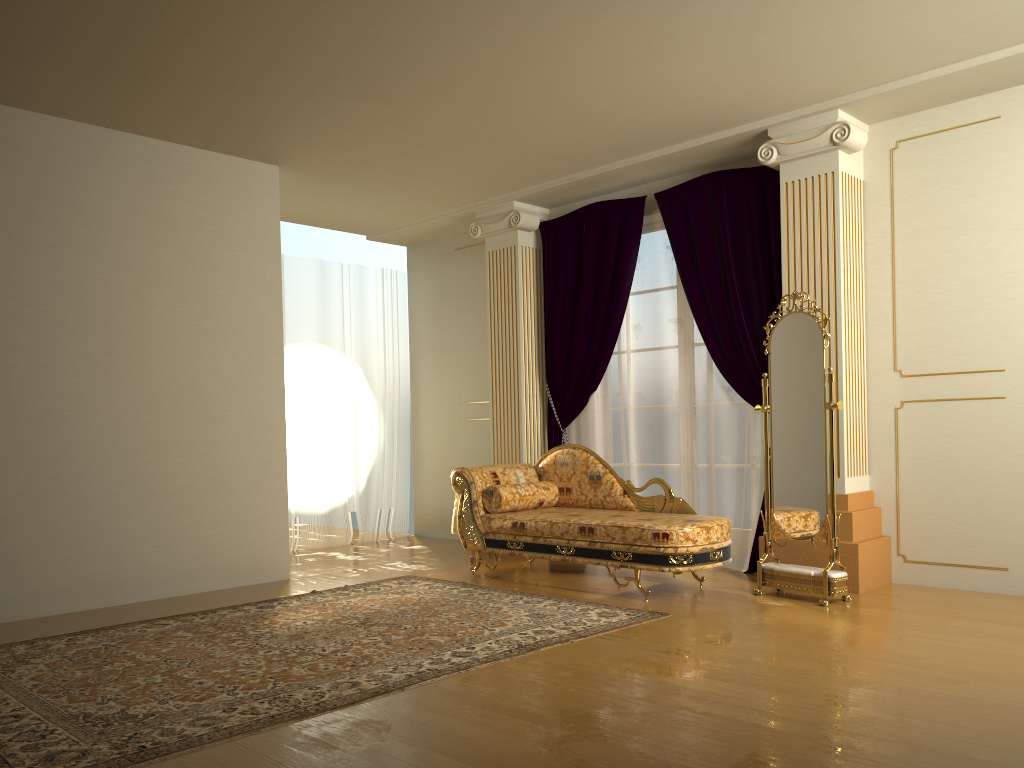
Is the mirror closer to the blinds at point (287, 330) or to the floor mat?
the floor mat

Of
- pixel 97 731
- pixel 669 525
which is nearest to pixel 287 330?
pixel 669 525

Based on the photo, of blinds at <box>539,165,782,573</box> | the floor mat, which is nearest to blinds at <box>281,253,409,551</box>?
blinds at <box>539,165,782,573</box>

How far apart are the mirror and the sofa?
0.18m

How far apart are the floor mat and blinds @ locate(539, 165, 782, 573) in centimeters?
143cm

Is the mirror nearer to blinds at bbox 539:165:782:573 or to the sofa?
the sofa

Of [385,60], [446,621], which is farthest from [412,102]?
[446,621]

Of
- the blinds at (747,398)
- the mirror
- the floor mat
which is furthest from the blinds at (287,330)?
the mirror

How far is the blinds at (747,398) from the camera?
5.73m

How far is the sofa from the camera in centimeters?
478cm
